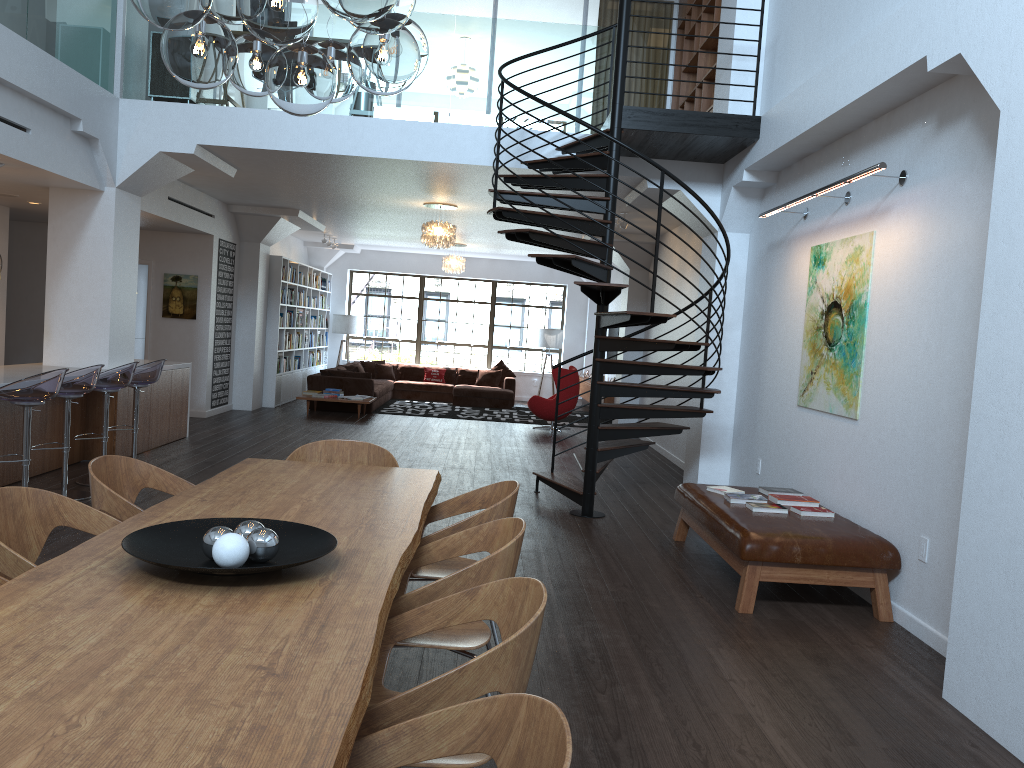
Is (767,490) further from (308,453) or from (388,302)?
(388,302)

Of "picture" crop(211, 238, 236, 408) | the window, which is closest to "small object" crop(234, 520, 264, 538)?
"picture" crop(211, 238, 236, 408)

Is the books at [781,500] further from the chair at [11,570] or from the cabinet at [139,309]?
the cabinet at [139,309]

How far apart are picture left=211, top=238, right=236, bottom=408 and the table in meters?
8.7 m

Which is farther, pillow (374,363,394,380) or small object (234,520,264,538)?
pillow (374,363,394,380)

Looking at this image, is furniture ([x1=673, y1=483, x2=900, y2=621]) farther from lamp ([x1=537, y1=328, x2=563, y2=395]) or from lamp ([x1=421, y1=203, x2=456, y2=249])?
lamp ([x1=537, y1=328, x2=563, y2=395])

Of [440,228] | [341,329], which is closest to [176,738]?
[440,228]

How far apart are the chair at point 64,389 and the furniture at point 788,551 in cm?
442

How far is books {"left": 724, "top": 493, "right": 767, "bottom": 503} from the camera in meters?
5.8 m

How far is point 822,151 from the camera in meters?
6.6
